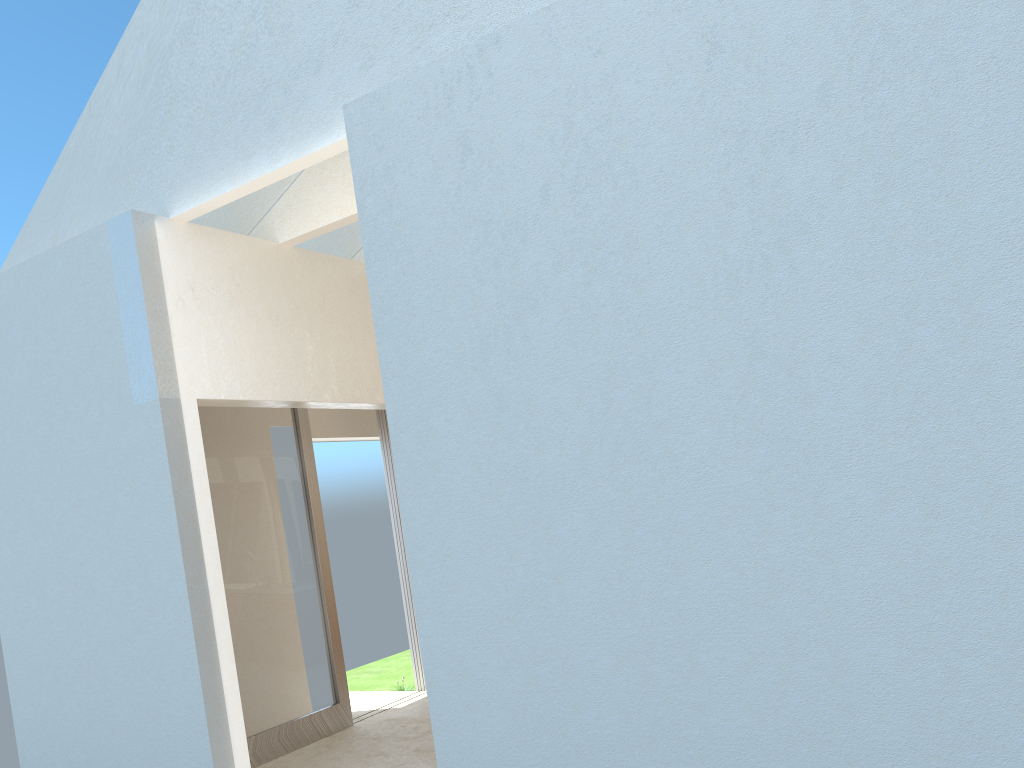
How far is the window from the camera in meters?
14.5

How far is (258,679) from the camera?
14.45m

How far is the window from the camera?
14.45m
